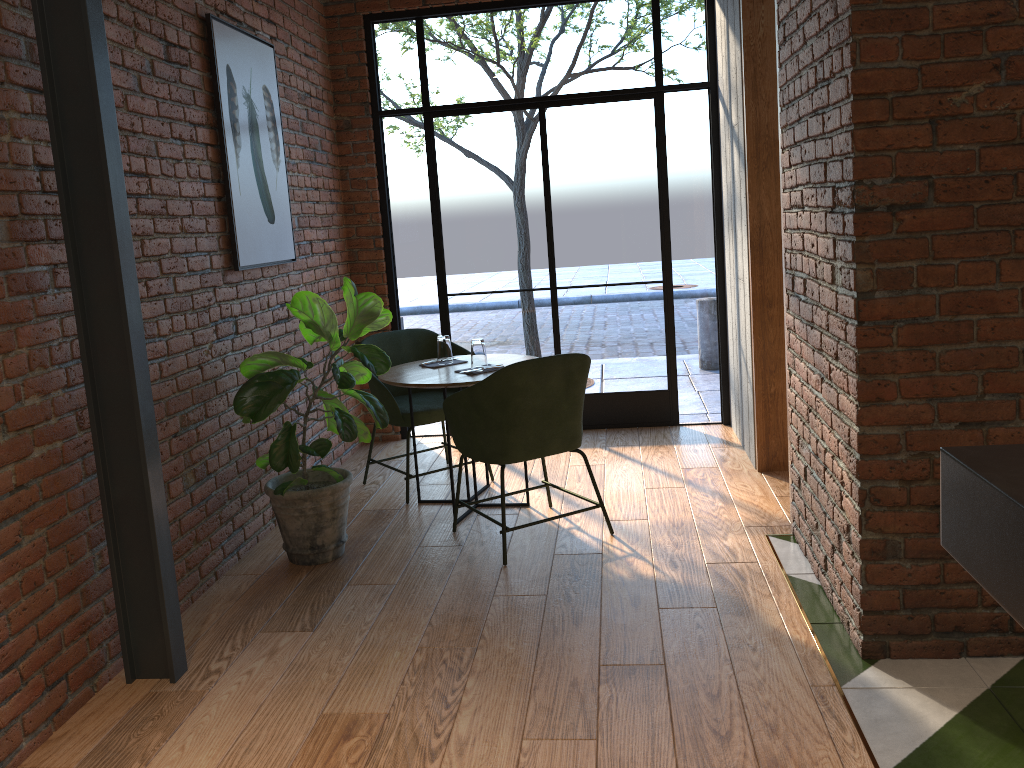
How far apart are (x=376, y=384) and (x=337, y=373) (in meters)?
0.94

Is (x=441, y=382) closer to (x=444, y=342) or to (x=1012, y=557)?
(x=444, y=342)

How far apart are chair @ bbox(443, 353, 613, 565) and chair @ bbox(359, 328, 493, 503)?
0.68m

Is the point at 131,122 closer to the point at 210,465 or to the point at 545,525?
the point at 210,465

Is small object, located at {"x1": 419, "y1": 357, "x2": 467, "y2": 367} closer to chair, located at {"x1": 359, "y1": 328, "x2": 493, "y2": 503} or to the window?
chair, located at {"x1": 359, "y1": 328, "x2": 493, "y2": 503}

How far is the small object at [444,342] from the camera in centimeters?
437cm

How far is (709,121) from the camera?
5.31m

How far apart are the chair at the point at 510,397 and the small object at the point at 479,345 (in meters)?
0.44

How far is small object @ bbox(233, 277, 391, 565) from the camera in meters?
3.5 m

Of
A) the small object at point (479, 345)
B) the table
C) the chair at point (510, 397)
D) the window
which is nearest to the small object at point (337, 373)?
the table
